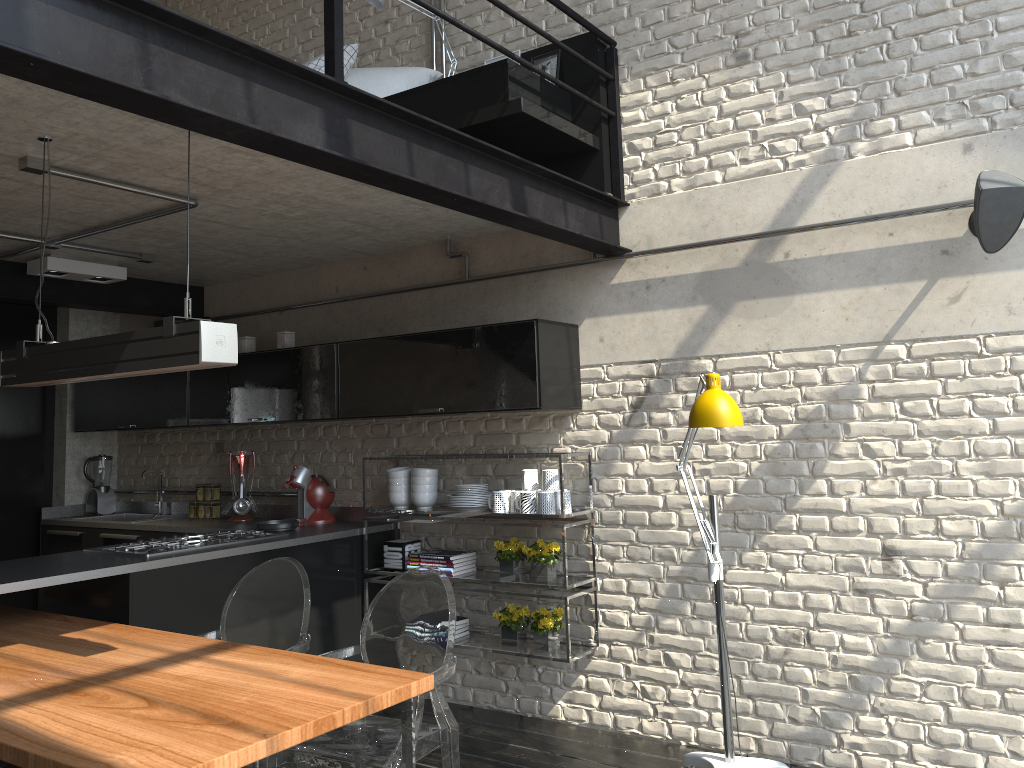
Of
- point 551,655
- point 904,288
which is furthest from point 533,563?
point 904,288

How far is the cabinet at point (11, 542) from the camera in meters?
6.1

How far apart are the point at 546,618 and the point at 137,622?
1.8 meters

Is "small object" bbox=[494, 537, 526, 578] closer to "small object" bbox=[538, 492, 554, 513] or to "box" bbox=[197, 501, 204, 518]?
"small object" bbox=[538, 492, 554, 513]

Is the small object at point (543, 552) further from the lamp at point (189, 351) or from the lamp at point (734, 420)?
the lamp at point (189, 351)

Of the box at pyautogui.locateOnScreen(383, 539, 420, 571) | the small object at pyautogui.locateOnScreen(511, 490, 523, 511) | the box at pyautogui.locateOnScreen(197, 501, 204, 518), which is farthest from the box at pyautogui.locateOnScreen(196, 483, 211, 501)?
the small object at pyautogui.locateOnScreen(511, 490, 523, 511)

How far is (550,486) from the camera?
4.2m

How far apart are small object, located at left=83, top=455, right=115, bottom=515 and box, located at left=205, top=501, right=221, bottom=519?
1.1m

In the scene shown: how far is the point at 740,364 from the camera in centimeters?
394cm

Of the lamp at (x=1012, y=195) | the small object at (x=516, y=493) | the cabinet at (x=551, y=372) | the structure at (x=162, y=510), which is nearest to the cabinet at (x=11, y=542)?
the cabinet at (x=551, y=372)
